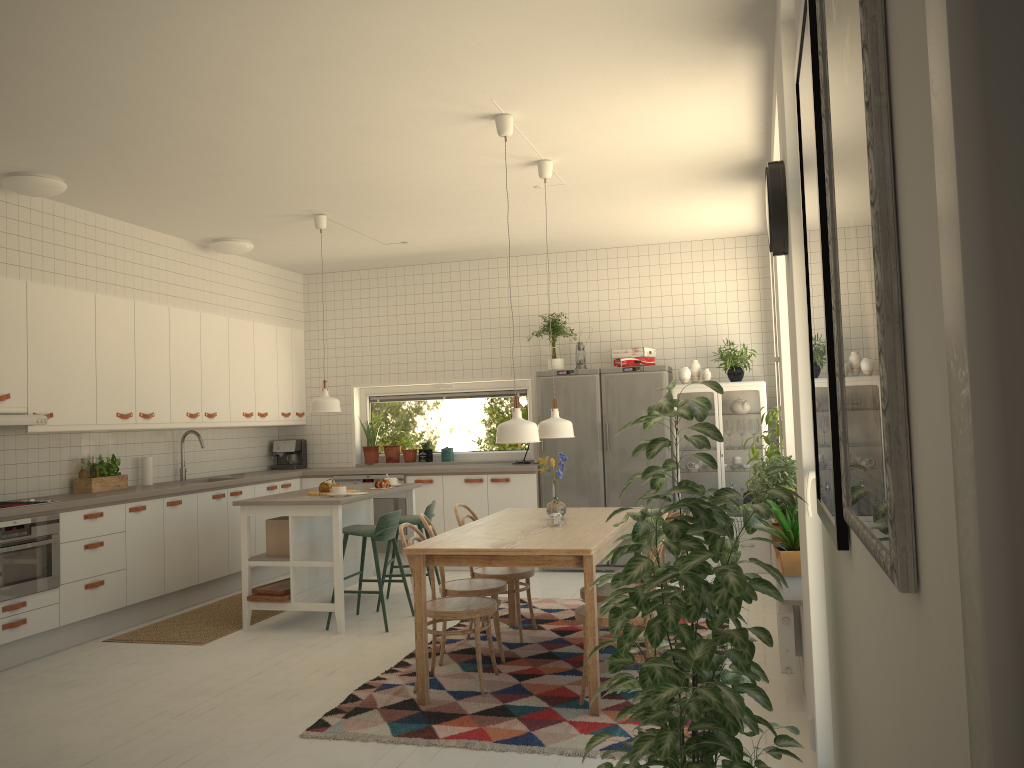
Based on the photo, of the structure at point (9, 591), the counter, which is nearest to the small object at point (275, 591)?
the counter

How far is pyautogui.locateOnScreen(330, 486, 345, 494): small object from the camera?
6.0m

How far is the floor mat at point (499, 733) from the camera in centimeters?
377cm

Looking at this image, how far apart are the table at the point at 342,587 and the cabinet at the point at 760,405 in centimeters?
230cm

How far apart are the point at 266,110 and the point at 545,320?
3.95m

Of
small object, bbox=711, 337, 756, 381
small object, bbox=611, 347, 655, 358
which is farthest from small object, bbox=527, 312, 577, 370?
small object, bbox=711, 337, 756, 381

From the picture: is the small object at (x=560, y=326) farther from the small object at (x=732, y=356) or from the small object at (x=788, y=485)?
the small object at (x=788, y=485)

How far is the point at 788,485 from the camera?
4.81m

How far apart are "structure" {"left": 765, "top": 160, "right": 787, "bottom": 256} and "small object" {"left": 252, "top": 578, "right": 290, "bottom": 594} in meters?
4.0

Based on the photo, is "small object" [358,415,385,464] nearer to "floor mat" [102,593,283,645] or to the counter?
Answer: the counter
